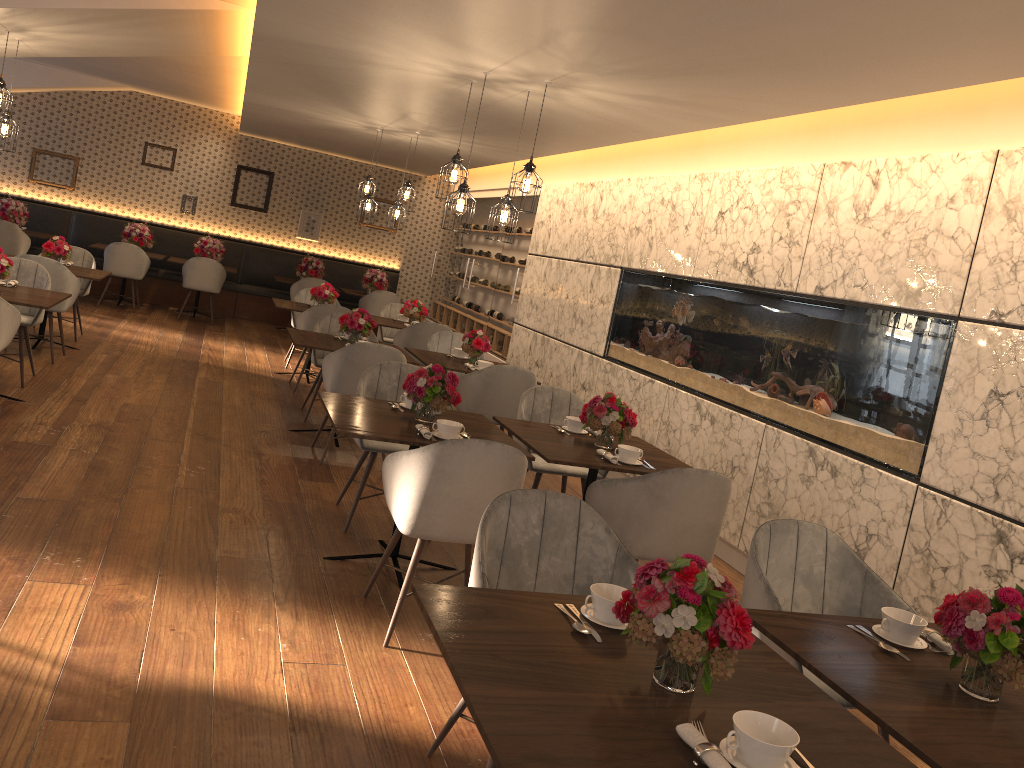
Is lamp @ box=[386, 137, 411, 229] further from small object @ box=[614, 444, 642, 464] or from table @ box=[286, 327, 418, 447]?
small object @ box=[614, 444, 642, 464]

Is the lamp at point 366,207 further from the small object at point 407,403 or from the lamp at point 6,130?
the small object at point 407,403

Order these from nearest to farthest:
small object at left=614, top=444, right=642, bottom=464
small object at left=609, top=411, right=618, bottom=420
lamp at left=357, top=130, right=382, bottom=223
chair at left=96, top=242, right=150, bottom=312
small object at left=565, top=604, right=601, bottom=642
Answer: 1. small object at left=565, top=604, right=601, bottom=642
2. small object at left=614, top=444, right=642, bottom=464
3. small object at left=609, top=411, right=618, bottom=420
4. lamp at left=357, top=130, right=382, bottom=223
5. chair at left=96, top=242, right=150, bottom=312

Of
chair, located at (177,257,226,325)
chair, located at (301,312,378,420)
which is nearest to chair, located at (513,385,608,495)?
chair, located at (301,312,378,420)

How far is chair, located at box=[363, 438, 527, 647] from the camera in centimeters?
341cm

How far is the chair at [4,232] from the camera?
10.6m

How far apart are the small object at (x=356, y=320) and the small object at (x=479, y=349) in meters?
0.7

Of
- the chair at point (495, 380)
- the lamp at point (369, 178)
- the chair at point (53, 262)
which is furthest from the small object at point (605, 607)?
the lamp at point (369, 178)

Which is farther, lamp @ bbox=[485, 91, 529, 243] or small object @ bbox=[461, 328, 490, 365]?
small object @ bbox=[461, 328, 490, 365]

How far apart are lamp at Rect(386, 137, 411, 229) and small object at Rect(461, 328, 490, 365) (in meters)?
2.58
